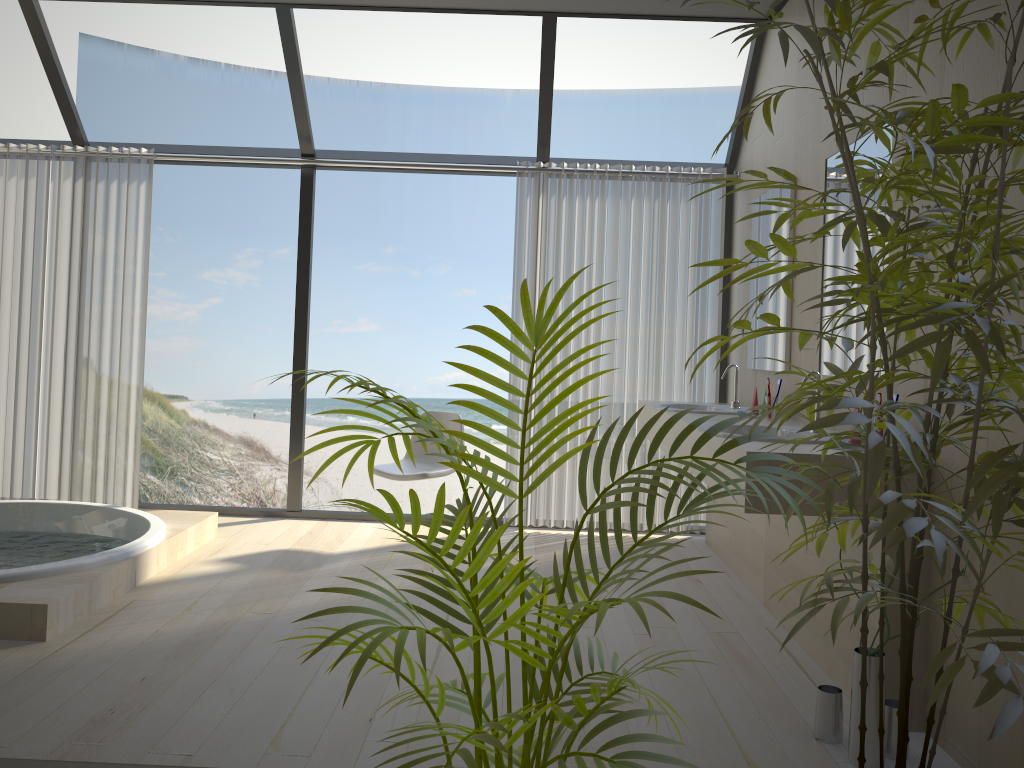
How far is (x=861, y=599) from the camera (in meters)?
1.37

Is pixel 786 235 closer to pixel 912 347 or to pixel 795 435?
pixel 795 435

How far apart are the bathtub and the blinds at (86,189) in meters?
0.5 m

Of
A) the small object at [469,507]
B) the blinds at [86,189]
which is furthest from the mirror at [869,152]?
the blinds at [86,189]

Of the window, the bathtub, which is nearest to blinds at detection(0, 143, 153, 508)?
the window

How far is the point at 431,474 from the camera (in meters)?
4.49

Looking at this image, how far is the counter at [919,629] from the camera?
2.55m

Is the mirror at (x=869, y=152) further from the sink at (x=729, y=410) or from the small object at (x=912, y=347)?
the small object at (x=912, y=347)

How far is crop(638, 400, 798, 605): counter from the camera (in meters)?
3.86

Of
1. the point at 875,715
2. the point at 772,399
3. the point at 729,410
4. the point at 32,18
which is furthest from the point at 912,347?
the point at 32,18
